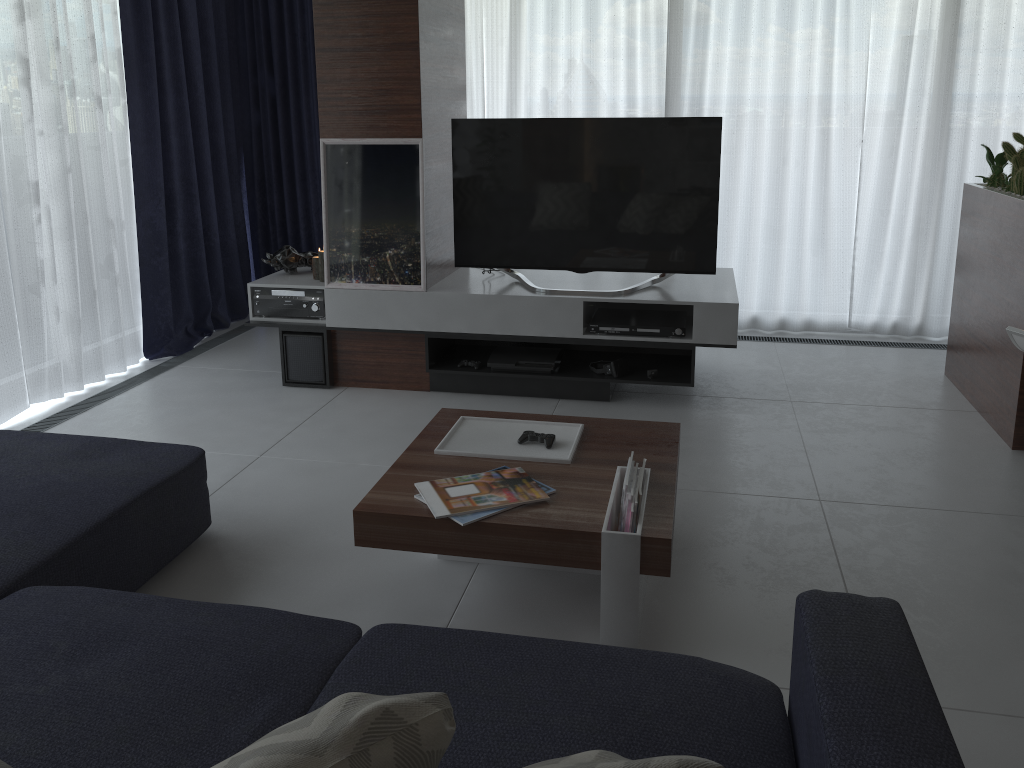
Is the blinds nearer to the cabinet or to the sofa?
the cabinet

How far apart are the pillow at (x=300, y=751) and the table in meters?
1.1

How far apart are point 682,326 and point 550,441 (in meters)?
1.47

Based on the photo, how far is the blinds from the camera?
4.08m

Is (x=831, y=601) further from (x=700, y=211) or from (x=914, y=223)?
(x=914, y=223)

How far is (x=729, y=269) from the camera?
4.58m

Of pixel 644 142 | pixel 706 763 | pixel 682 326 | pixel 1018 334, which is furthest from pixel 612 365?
pixel 706 763

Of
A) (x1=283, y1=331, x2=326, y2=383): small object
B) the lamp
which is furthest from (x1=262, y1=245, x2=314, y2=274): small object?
(x1=283, y1=331, x2=326, y2=383): small object

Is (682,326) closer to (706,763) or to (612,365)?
(612,365)

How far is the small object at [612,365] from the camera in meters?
Result: 4.0
